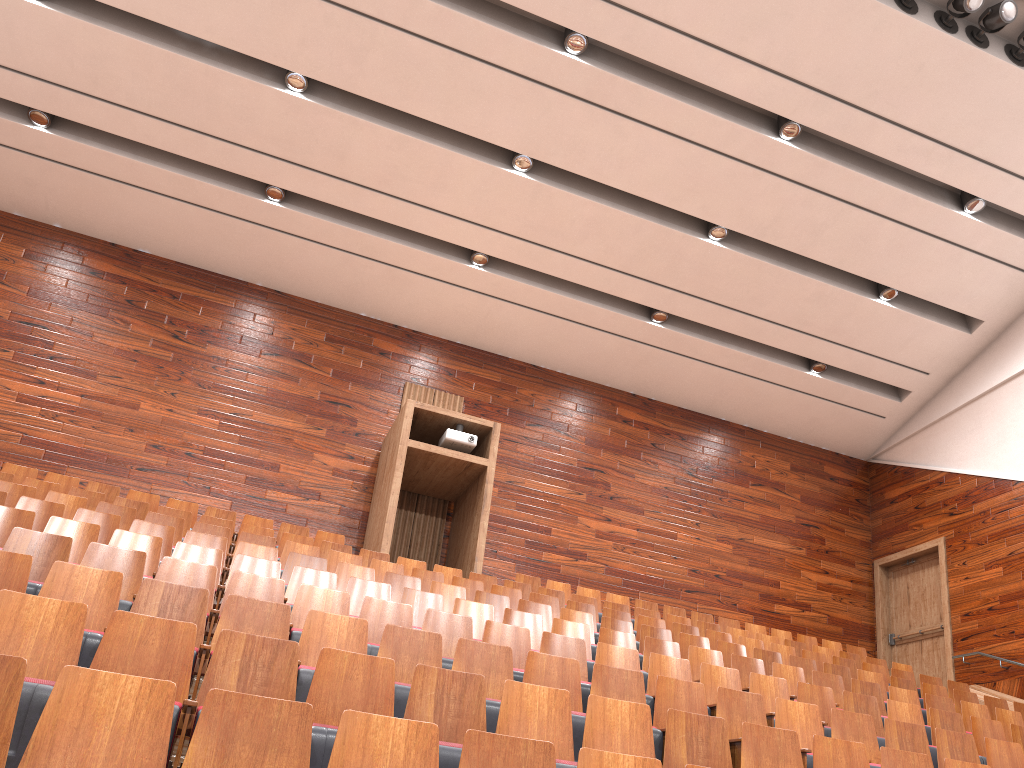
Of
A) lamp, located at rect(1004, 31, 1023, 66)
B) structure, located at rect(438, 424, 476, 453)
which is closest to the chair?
structure, located at rect(438, 424, 476, 453)

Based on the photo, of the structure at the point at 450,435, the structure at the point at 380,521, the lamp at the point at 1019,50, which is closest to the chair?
the structure at the point at 380,521

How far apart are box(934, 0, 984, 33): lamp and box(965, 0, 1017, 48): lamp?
0.0 meters

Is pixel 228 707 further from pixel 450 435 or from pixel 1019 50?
pixel 1019 50

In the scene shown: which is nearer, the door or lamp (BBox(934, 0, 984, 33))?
lamp (BBox(934, 0, 984, 33))

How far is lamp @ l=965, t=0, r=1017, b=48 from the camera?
0.90m

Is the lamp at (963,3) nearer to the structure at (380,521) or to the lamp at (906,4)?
the lamp at (906,4)

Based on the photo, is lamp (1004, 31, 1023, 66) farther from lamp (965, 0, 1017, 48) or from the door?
the door

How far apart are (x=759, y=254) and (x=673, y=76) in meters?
0.3

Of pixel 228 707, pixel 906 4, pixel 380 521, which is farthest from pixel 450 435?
pixel 228 707
